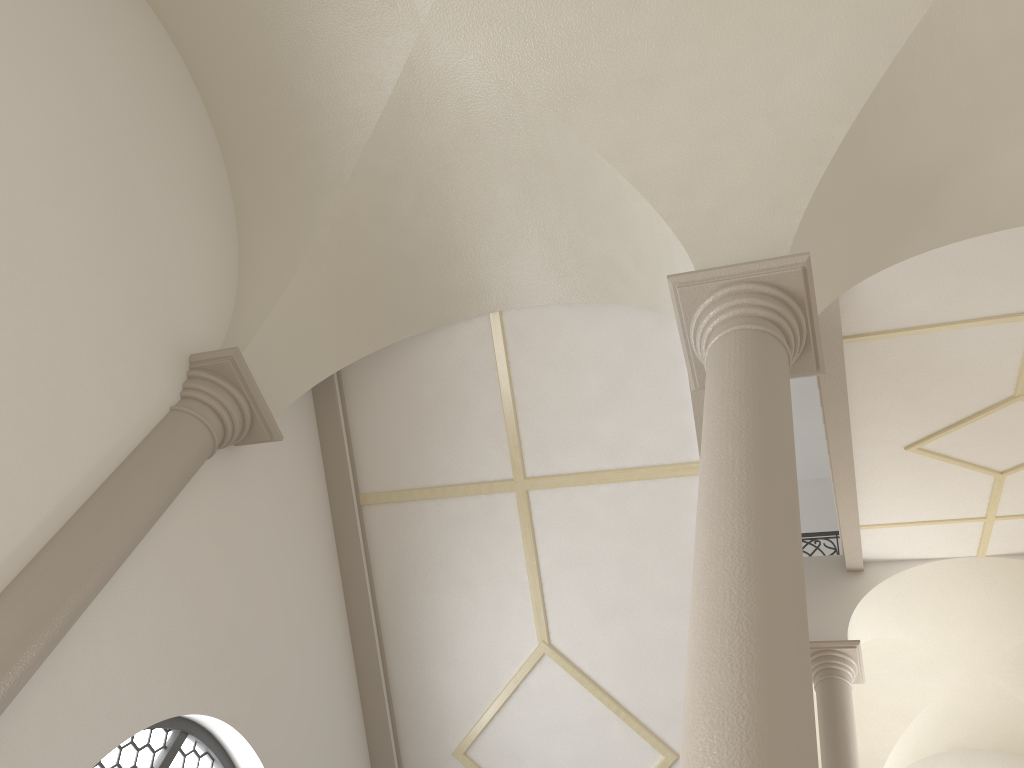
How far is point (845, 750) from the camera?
9.03m

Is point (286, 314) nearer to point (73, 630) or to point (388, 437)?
point (388, 437)

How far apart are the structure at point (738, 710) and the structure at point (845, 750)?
6.1m

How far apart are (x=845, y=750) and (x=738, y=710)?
7.7 meters

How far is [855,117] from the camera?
4.75m

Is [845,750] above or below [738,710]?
above

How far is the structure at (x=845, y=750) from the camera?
9.0 meters

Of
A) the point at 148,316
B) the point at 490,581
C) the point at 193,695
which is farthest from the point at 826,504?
the point at 148,316

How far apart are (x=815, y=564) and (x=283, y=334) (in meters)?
7.88

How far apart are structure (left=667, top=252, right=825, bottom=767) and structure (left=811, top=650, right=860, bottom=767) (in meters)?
6.08
